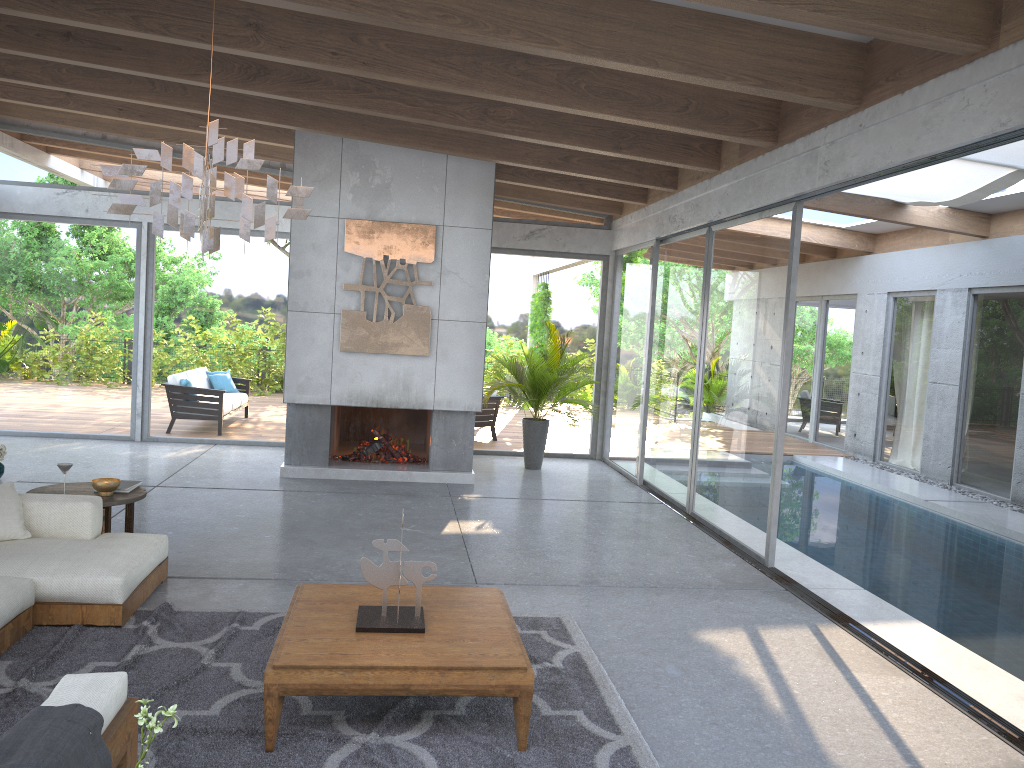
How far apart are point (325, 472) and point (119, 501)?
3.58m

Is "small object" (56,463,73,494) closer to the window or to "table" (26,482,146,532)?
"table" (26,482,146,532)

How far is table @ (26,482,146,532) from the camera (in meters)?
5.66

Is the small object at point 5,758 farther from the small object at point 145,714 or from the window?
the window

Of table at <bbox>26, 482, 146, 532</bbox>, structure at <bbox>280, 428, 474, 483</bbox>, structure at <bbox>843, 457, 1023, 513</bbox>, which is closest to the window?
structure at <bbox>843, 457, 1023, 513</bbox>

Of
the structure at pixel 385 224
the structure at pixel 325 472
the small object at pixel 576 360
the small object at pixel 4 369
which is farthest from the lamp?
the small object at pixel 4 369

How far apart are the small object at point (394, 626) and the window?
3.48m

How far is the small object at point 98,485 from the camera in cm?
572

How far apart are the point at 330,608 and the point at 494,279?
7.7 meters

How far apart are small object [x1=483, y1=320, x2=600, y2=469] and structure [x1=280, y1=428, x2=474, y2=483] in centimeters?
104cm
